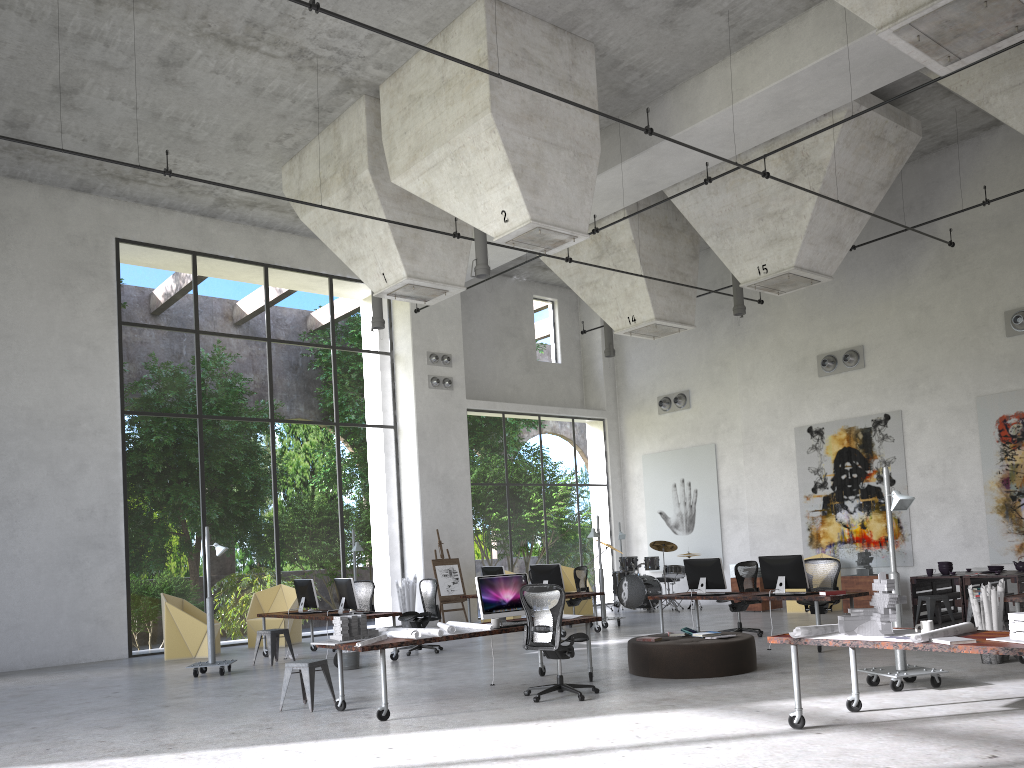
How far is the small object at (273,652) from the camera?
13.0 meters

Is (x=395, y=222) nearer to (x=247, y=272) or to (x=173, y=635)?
(x=173, y=635)

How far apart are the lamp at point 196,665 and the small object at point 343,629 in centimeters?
435cm

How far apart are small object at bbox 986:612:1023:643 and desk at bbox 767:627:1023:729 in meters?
0.2

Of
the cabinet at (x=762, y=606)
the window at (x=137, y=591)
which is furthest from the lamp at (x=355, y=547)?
the cabinet at (x=762, y=606)

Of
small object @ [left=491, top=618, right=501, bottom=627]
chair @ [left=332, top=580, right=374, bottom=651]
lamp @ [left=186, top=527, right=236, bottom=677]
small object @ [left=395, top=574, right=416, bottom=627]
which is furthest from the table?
lamp @ [left=186, top=527, right=236, bottom=677]

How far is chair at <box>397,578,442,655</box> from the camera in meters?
13.6

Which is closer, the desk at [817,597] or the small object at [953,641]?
the small object at [953,641]

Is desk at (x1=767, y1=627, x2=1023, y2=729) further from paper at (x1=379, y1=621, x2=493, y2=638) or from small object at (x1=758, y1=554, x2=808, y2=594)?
small object at (x1=758, y1=554, x2=808, y2=594)

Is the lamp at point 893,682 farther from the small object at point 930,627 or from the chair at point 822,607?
the chair at point 822,607
